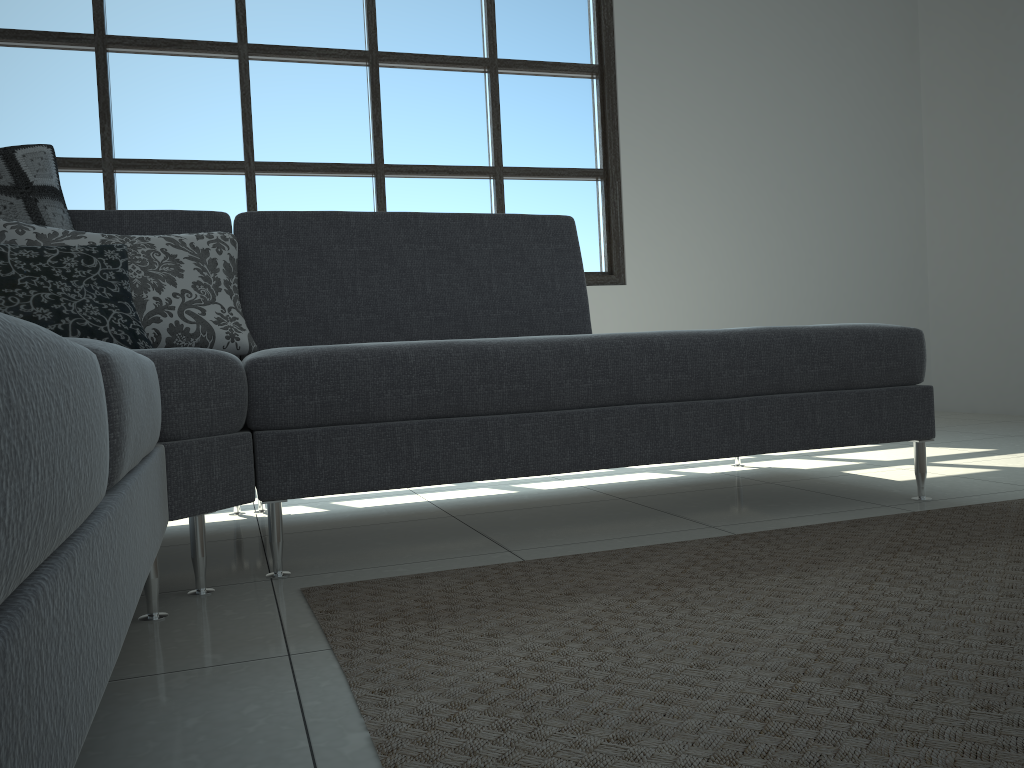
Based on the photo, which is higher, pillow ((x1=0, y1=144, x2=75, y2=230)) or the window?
the window

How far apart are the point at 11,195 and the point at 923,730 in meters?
2.2 m

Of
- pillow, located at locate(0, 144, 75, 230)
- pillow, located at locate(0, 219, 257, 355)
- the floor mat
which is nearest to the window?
pillow, located at locate(0, 144, 75, 230)

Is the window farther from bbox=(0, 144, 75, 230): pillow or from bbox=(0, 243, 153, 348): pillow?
bbox=(0, 243, 153, 348): pillow

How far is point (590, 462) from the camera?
2.0m

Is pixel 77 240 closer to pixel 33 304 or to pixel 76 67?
pixel 33 304

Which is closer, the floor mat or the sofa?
the sofa

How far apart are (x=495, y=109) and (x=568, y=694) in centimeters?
371cm

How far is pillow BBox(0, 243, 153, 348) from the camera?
1.75m

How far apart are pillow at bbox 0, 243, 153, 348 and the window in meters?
2.0
